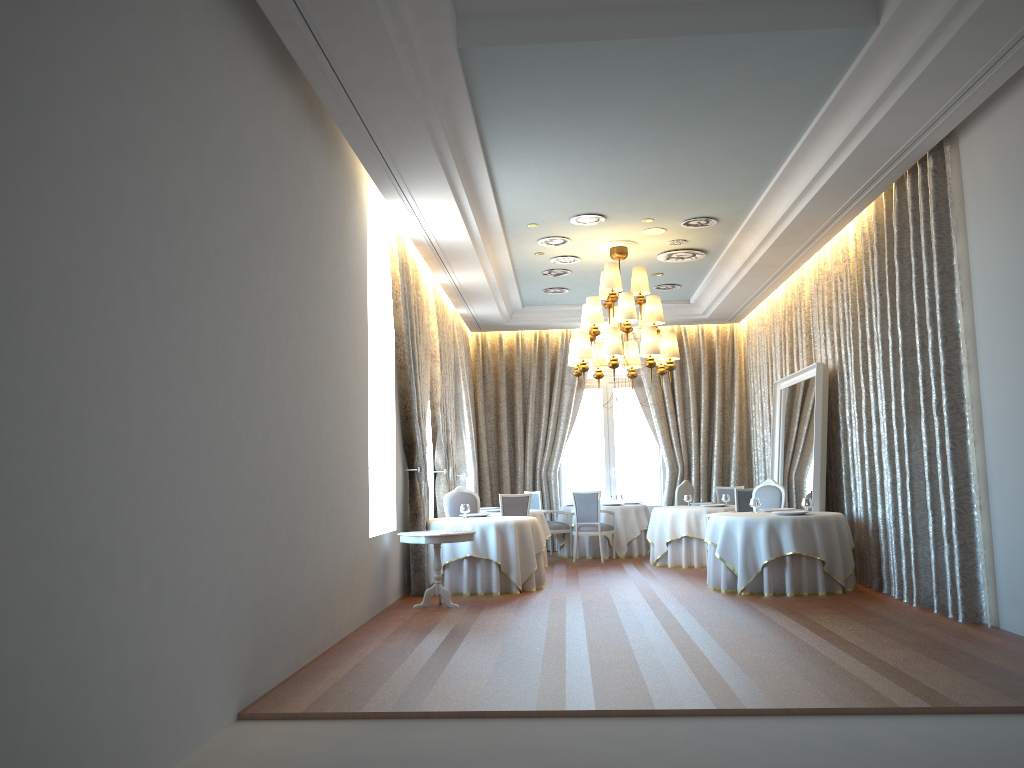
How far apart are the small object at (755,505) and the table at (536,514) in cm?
365

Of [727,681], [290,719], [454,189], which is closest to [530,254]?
[454,189]

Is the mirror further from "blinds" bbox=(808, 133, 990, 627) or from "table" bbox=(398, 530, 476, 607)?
"table" bbox=(398, 530, 476, 607)

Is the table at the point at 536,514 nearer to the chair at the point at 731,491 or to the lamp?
the lamp

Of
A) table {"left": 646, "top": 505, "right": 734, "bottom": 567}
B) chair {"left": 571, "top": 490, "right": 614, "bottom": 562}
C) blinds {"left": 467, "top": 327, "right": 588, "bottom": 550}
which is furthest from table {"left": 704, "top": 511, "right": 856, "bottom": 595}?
blinds {"left": 467, "top": 327, "right": 588, "bottom": 550}

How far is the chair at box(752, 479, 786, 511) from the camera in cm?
1116

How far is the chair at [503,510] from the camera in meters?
12.1 m

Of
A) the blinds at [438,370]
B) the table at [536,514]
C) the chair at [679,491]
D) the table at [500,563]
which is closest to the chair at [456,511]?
the blinds at [438,370]

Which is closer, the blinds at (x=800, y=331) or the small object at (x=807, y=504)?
the small object at (x=807, y=504)

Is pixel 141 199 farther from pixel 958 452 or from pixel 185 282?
pixel 958 452
